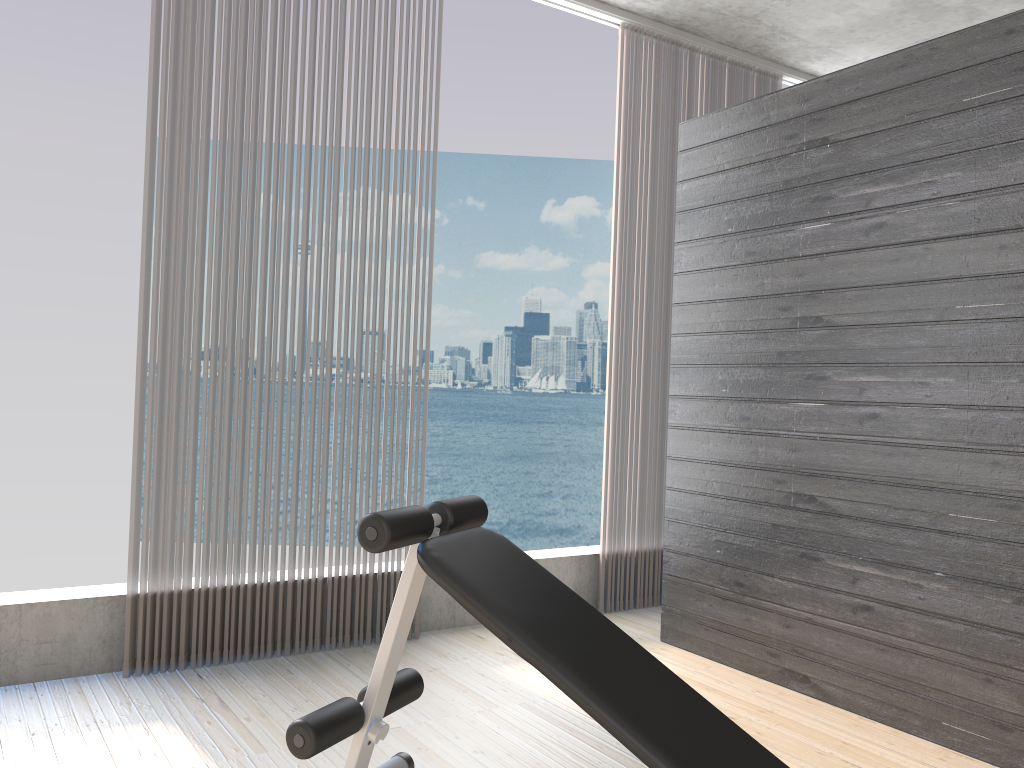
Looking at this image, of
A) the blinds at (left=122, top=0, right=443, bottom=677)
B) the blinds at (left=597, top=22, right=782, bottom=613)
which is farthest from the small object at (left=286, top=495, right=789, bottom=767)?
the blinds at (left=597, top=22, right=782, bottom=613)

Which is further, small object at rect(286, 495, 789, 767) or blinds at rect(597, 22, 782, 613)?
blinds at rect(597, 22, 782, 613)

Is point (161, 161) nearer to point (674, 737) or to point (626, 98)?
point (626, 98)

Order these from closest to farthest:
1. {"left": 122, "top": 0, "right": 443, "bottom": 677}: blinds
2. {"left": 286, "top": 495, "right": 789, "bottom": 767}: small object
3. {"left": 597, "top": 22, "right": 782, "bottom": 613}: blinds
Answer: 1. {"left": 286, "top": 495, "right": 789, "bottom": 767}: small object
2. {"left": 122, "top": 0, "right": 443, "bottom": 677}: blinds
3. {"left": 597, "top": 22, "right": 782, "bottom": 613}: blinds

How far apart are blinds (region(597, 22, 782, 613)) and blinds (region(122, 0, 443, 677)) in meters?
1.1 m

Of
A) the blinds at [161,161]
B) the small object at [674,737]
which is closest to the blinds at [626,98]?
the blinds at [161,161]

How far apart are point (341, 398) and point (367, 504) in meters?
0.4 m

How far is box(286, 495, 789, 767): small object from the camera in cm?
164

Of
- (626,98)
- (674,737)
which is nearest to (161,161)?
(626,98)

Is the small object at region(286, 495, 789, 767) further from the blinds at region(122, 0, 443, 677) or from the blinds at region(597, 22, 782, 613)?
the blinds at region(597, 22, 782, 613)
